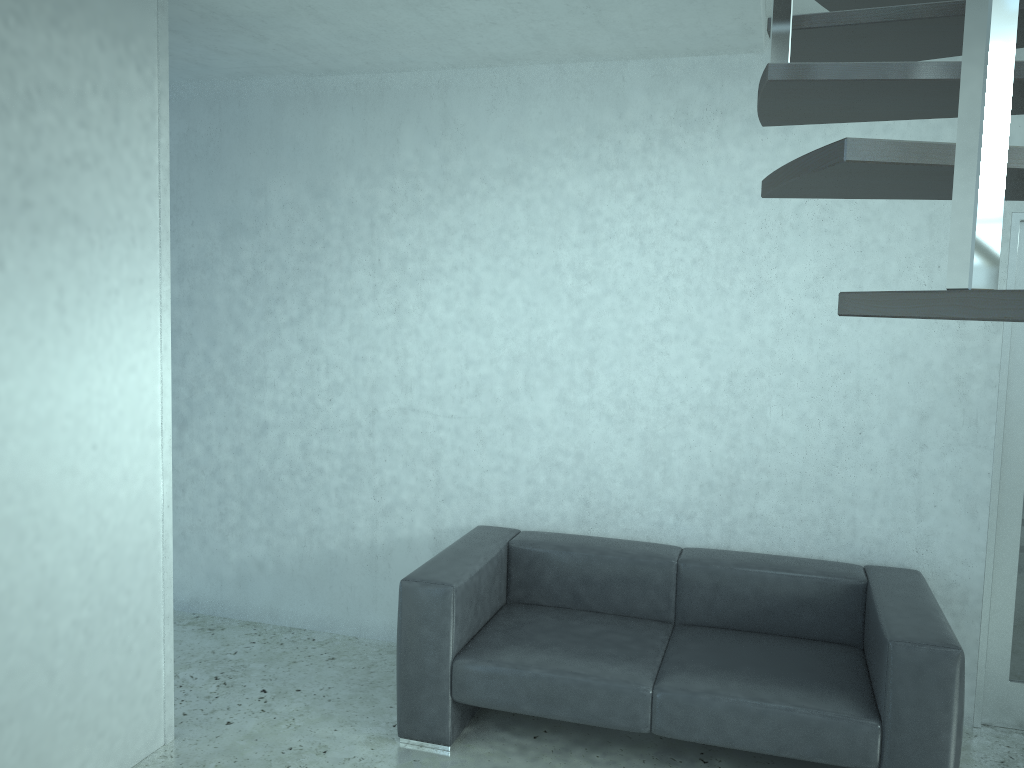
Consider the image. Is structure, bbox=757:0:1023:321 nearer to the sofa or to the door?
the door

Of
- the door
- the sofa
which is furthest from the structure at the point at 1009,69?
the sofa

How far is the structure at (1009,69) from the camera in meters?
0.7 m

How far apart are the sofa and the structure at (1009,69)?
2.0 meters

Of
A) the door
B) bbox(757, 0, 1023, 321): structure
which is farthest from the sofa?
bbox(757, 0, 1023, 321): structure

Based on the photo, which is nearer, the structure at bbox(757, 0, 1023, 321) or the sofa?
the structure at bbox(757, 0, 1023, 321)

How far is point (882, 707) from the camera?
2.9m

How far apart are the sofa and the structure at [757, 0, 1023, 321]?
2.0m

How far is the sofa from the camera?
2.9 meters

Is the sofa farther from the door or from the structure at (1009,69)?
the structure at (1009,69)
